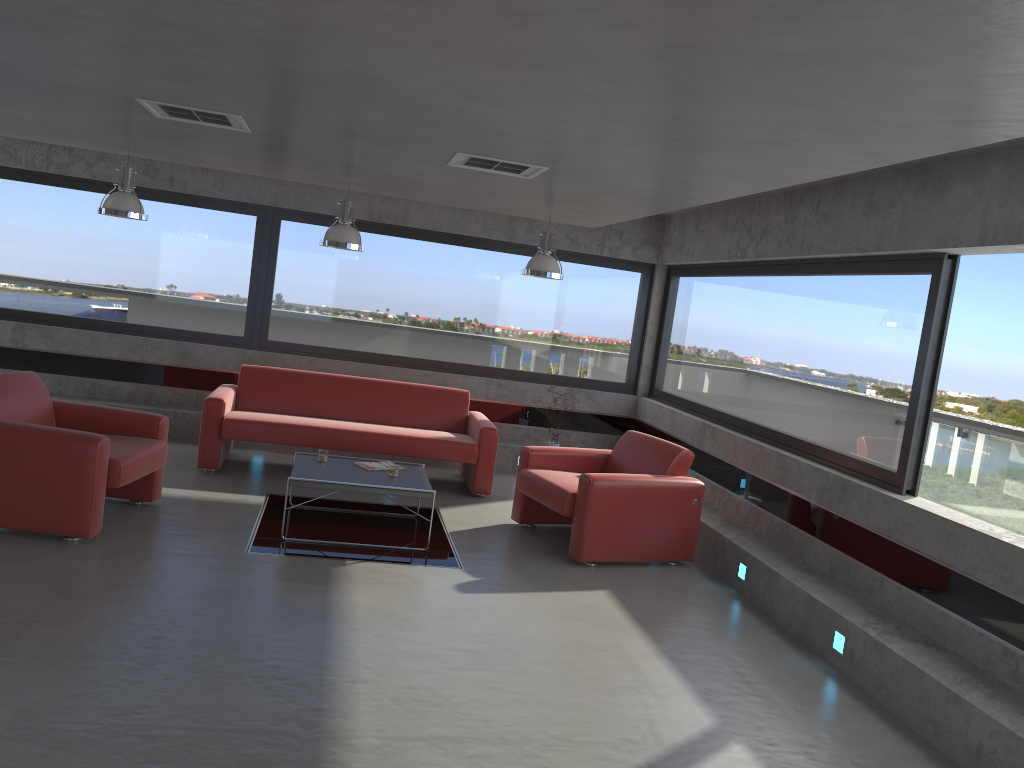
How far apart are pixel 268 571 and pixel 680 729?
2.7 meters

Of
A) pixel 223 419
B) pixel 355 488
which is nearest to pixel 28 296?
pixel 223 419

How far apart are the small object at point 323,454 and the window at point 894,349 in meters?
3.6 m

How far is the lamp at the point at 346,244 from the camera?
7.5 meters

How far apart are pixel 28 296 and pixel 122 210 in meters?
2.4 m

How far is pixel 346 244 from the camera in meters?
7.5 m

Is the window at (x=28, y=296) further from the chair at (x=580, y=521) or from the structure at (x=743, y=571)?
the structure at (x=743, y=571)

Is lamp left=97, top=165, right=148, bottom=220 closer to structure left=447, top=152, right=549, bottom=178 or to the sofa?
the sofa

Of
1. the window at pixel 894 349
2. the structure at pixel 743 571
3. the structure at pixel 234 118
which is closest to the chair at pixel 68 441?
the structure at pixel 234 118

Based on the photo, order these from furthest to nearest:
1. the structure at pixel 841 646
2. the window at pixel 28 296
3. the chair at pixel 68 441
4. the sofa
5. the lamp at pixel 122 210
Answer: the window at pixel 28 296 < the sofa < the lamp at pixel 122 210 < the chair at pixel 68 441 < the structure at pixel 841 646
